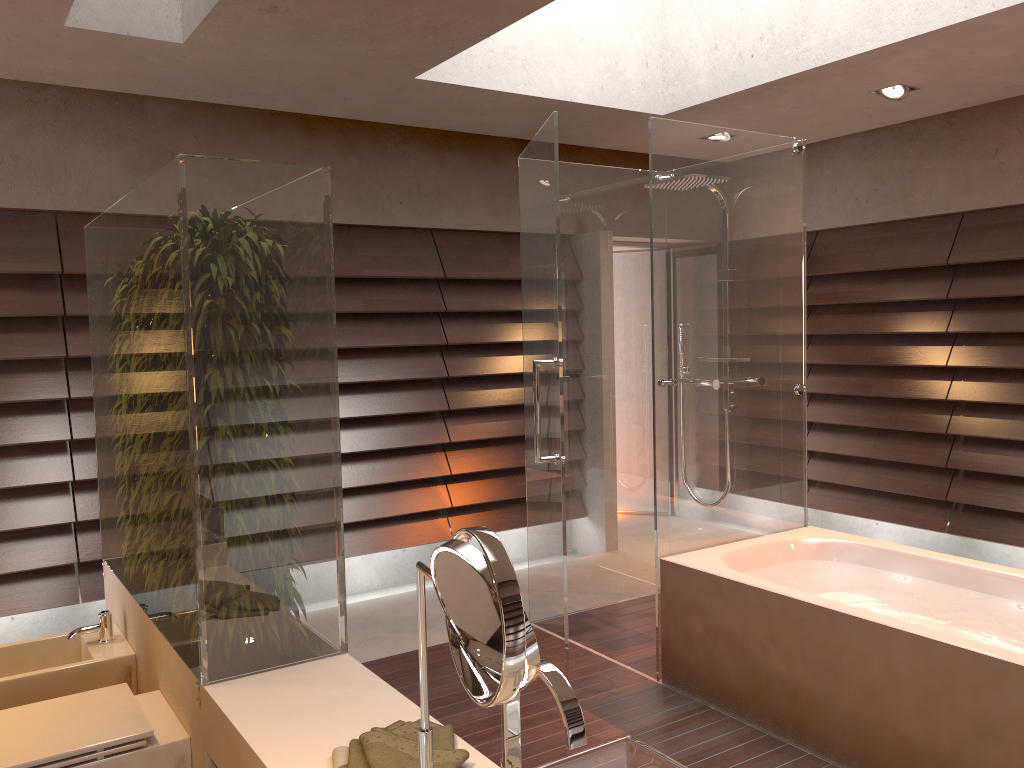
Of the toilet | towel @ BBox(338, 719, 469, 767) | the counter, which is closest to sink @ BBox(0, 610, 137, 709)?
the counter

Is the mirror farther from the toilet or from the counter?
the toilet

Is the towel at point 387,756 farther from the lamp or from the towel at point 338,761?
the lamp

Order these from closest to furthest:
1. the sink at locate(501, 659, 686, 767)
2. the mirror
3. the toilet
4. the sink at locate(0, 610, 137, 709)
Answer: the mirror → the sink at locate(501, 659, 686, 767) → the toilet → the sink at locate(0, 610, 137, 709)

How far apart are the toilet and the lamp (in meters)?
4.00

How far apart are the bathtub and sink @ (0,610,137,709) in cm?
190

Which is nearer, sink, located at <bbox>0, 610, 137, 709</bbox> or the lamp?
sink, located at <bbox>0, 610, 137, 709</bbox>

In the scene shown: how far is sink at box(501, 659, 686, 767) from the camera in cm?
111

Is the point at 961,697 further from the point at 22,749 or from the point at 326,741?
the point at 22,749

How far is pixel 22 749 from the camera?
2.03m
